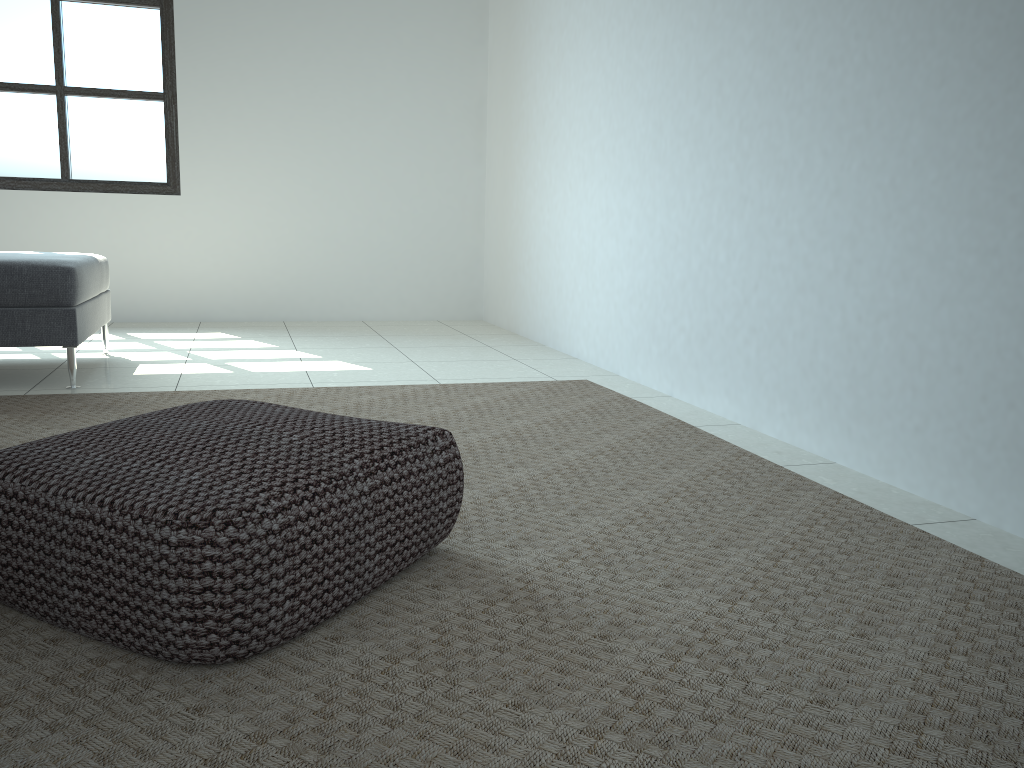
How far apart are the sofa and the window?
1.6m

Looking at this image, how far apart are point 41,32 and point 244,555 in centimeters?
507cm

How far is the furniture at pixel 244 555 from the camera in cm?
122

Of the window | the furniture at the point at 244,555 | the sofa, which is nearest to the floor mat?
the furniture at the point at 244,555

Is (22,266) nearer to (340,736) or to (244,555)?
(244,555)

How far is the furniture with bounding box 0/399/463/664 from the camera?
1.2 meters

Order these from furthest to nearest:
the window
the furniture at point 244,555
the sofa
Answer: the window, the sofa, the furniture at point 244,555

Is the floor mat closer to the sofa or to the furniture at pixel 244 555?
the furniture at pixel 244 555

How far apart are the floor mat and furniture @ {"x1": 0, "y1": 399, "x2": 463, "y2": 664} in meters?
0.0 m

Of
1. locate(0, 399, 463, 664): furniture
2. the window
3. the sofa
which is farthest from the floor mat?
the window
